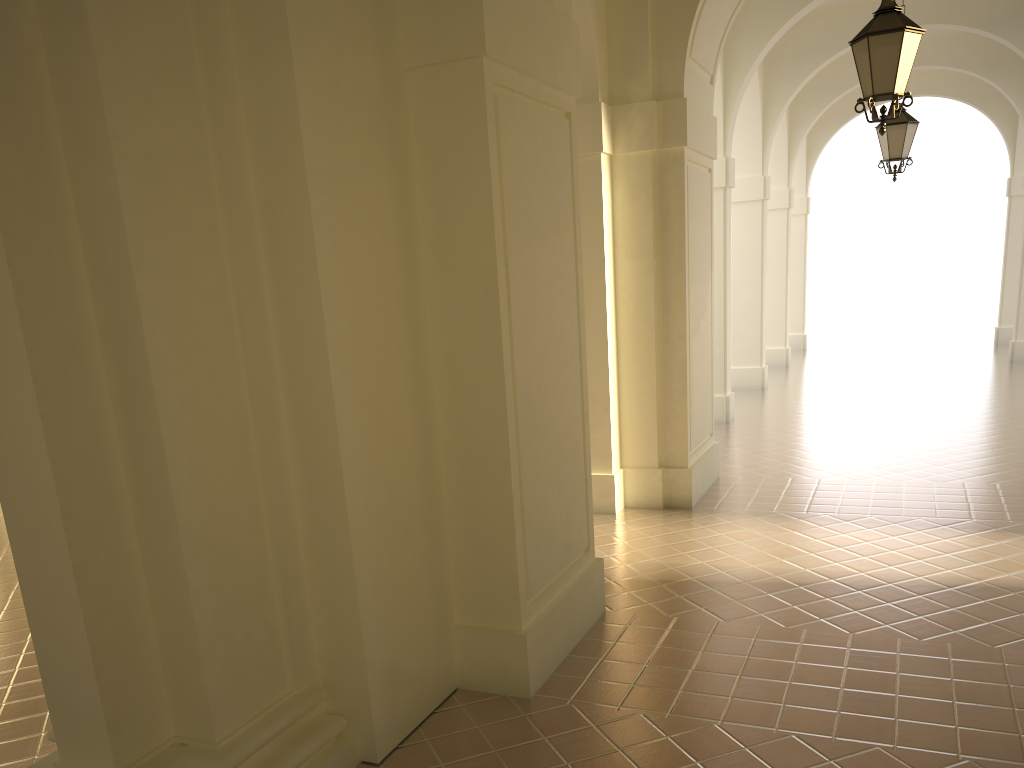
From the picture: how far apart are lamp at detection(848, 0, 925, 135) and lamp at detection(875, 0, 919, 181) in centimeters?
473cm

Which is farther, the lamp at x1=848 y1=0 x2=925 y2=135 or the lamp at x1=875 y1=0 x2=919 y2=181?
the lamp at x1=875 y1=0 x2=919 y2=181

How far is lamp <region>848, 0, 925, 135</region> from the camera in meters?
6.4

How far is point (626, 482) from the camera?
9.37m

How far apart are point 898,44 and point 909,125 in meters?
5.1

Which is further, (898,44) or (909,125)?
(909,125)

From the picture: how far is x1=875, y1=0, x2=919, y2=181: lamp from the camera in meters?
10.9

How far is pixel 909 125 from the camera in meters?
10.9 m
